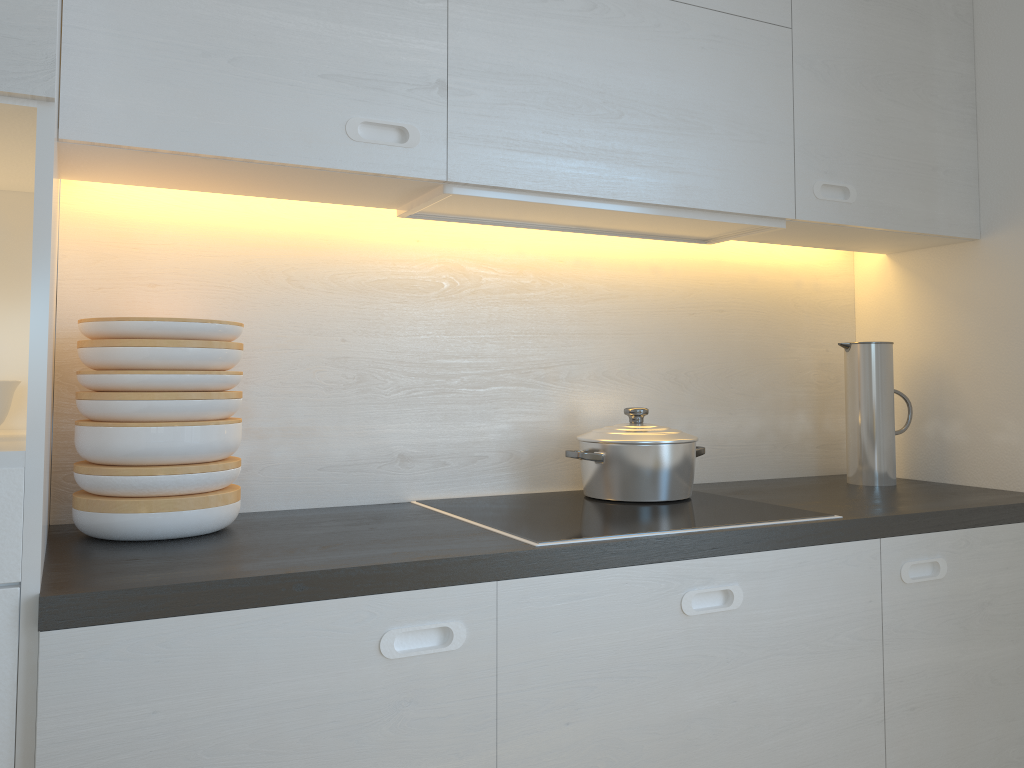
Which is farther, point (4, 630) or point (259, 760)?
point (259, 760)

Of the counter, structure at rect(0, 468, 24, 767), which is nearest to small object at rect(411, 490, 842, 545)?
the counter

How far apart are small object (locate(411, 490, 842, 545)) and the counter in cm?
2

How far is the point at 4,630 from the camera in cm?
106

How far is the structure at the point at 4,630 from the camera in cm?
106

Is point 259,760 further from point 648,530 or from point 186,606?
point 648,530

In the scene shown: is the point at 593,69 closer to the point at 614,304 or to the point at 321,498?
the point at 614,304

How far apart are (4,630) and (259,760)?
0.36m

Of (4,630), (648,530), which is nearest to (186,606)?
(4,630)

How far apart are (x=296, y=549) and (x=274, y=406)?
0.5 meters
